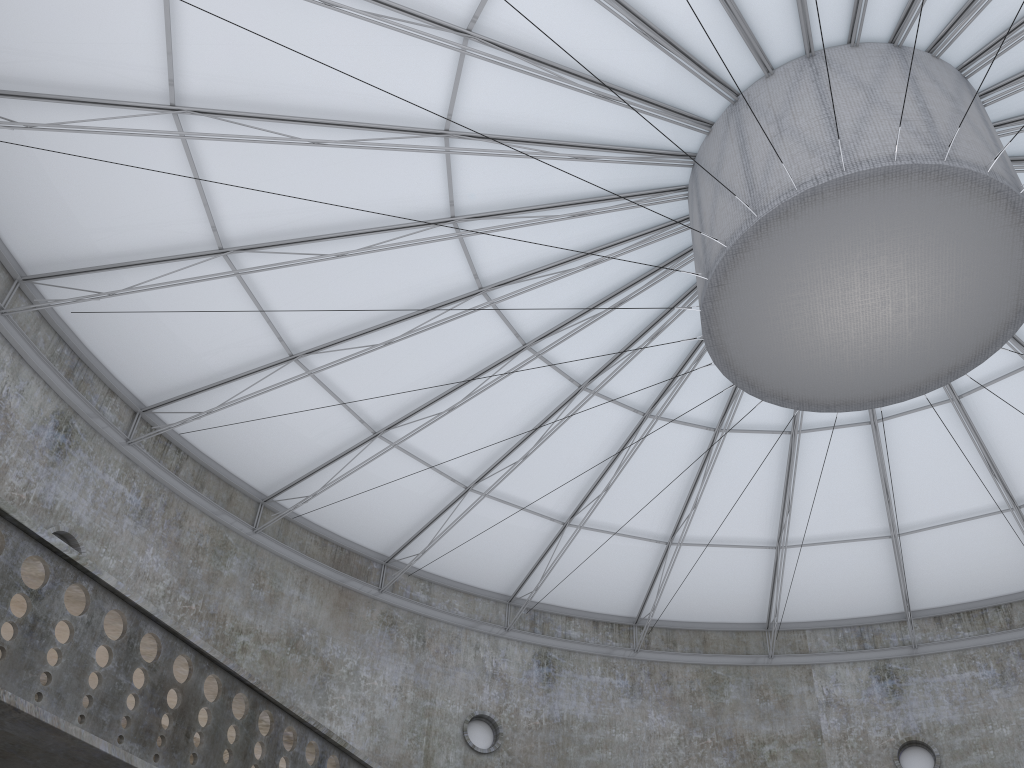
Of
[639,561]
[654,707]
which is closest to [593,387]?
[639,561]

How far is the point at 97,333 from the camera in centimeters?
2536cm
